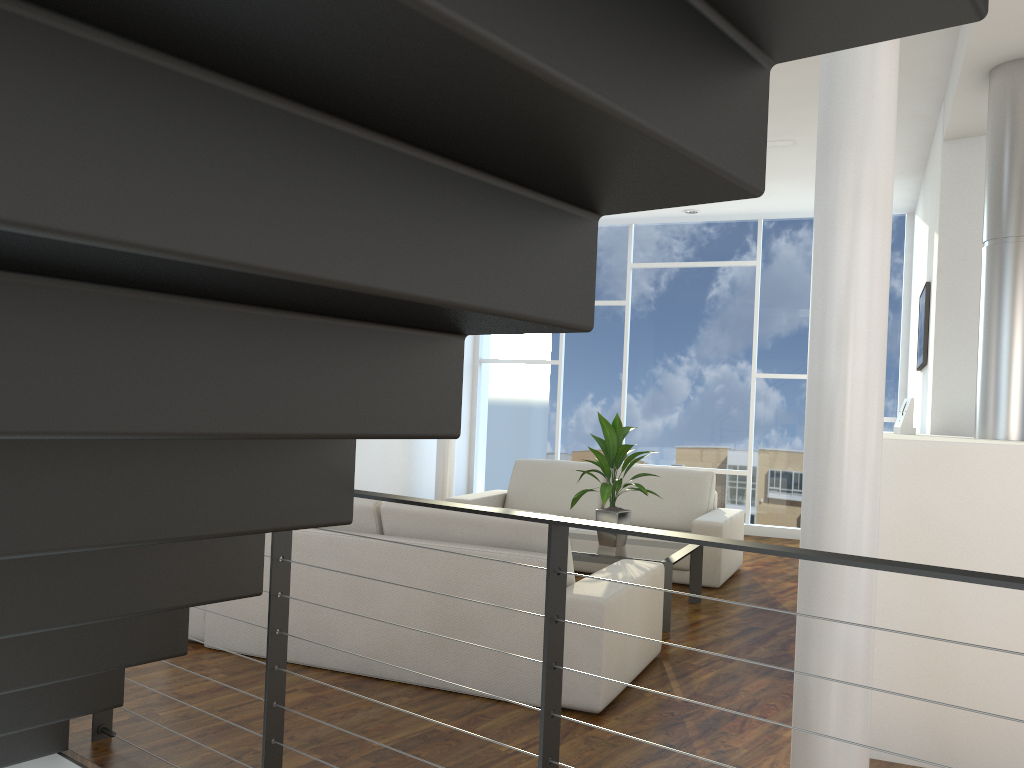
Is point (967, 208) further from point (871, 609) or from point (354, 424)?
point (354, 424)

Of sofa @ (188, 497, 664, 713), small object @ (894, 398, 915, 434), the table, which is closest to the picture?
small object @ (894, 398, 915, 434)

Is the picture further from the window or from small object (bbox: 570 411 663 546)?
the window

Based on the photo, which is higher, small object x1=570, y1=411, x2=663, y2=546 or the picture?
the picture

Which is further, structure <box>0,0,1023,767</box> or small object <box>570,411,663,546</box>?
small object <box>570,411,663,546</box>

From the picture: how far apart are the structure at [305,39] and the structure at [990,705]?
1.3m

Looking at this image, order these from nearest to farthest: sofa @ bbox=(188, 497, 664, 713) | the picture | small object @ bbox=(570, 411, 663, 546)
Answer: sofa @ bbox=(188, 497, 664, 713) → small object @ bbox=(570, 411, 663, 546) → the picture

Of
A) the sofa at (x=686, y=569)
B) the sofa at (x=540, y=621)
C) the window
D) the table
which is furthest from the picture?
the sofa at (x=540, y=621)

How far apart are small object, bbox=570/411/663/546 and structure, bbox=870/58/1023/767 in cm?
112

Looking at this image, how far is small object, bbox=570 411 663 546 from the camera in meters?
3.9
